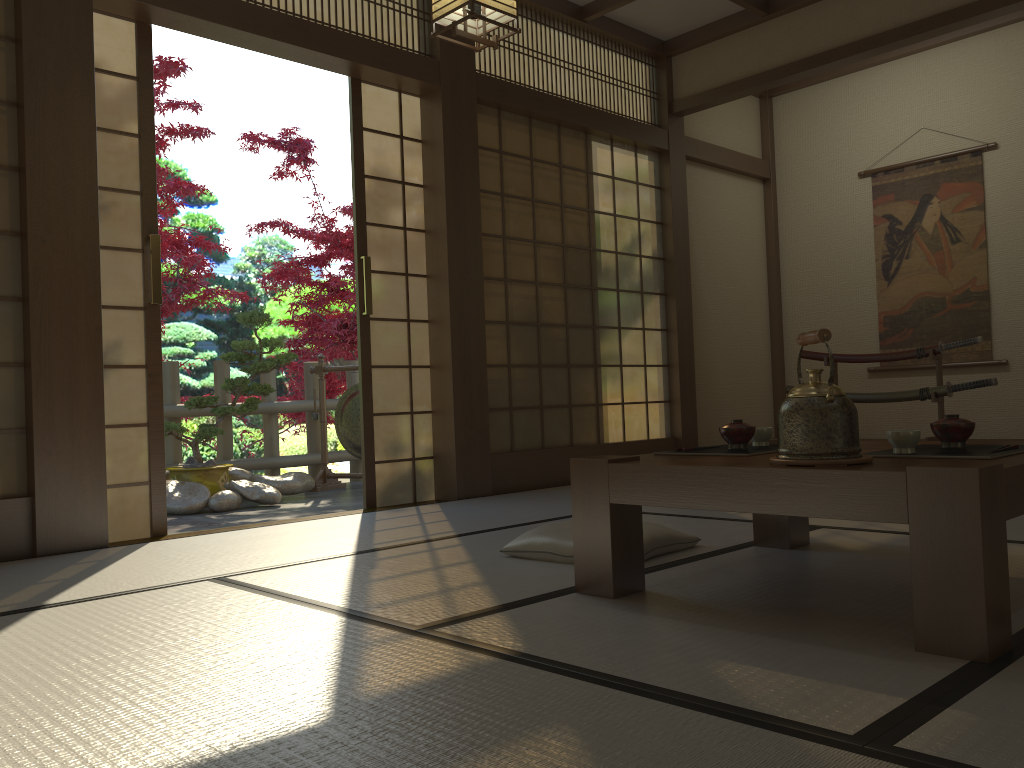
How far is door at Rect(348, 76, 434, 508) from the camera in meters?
4.6 m

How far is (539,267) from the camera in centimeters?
537cm

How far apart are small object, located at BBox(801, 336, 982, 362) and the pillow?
3.3m

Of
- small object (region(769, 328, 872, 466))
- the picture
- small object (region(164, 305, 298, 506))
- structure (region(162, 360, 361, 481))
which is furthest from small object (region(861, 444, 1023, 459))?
structure (region(162, 360, 361, 481))

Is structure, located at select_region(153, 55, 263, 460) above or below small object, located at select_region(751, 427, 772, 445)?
above

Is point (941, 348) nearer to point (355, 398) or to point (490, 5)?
point (490, 5)

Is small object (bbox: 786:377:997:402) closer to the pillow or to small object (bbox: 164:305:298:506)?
the pillow

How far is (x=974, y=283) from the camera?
6.1m

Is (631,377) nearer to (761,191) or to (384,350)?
(384,350)

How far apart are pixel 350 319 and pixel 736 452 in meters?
6.4
